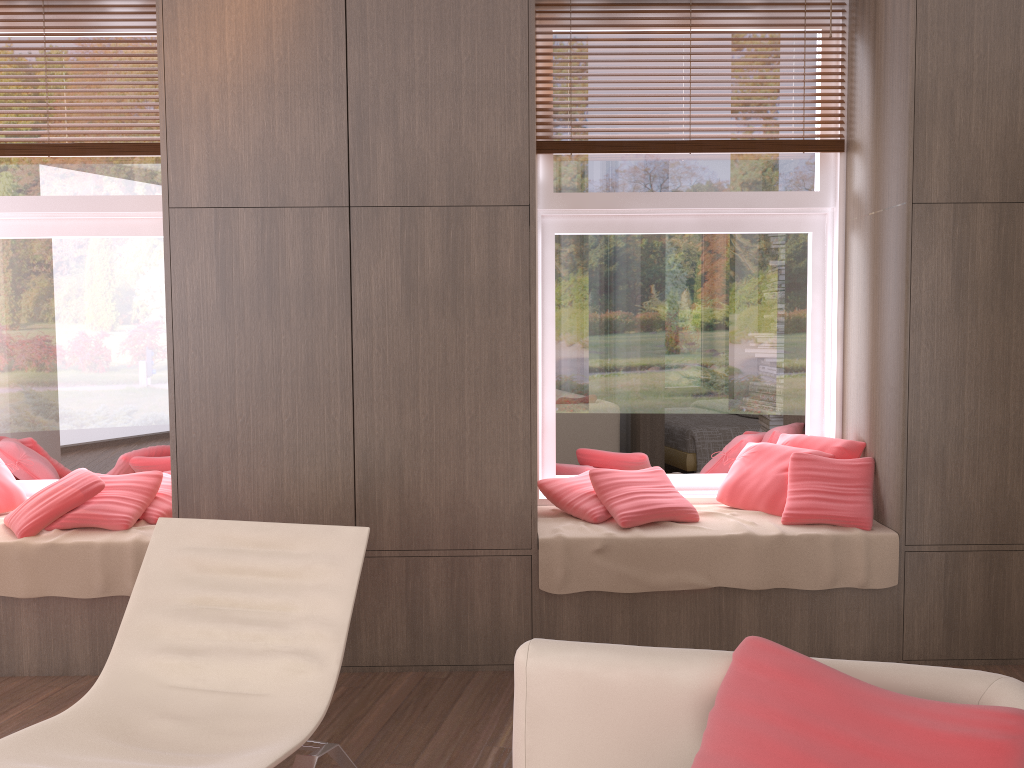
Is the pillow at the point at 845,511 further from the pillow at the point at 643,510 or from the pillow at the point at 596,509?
the pillow at the point at 596,509

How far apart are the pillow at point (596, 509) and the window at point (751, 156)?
0.1m

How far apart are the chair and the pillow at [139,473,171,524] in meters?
1.0

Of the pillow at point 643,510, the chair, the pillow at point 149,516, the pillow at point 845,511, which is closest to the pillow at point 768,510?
the pillow at point 845,511

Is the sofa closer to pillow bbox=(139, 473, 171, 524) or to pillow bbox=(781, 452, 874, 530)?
pillow bbox=(781, 452, 874, 530)

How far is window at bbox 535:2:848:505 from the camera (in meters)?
4.00

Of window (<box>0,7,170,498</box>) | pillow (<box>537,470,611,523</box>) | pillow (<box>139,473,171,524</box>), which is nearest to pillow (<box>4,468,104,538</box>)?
pillow (<box>139,473,171,524</box>)

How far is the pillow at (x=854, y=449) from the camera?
3.76m

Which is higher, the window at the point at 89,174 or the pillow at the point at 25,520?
the window at the point at 89,174

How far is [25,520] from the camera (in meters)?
3.48
